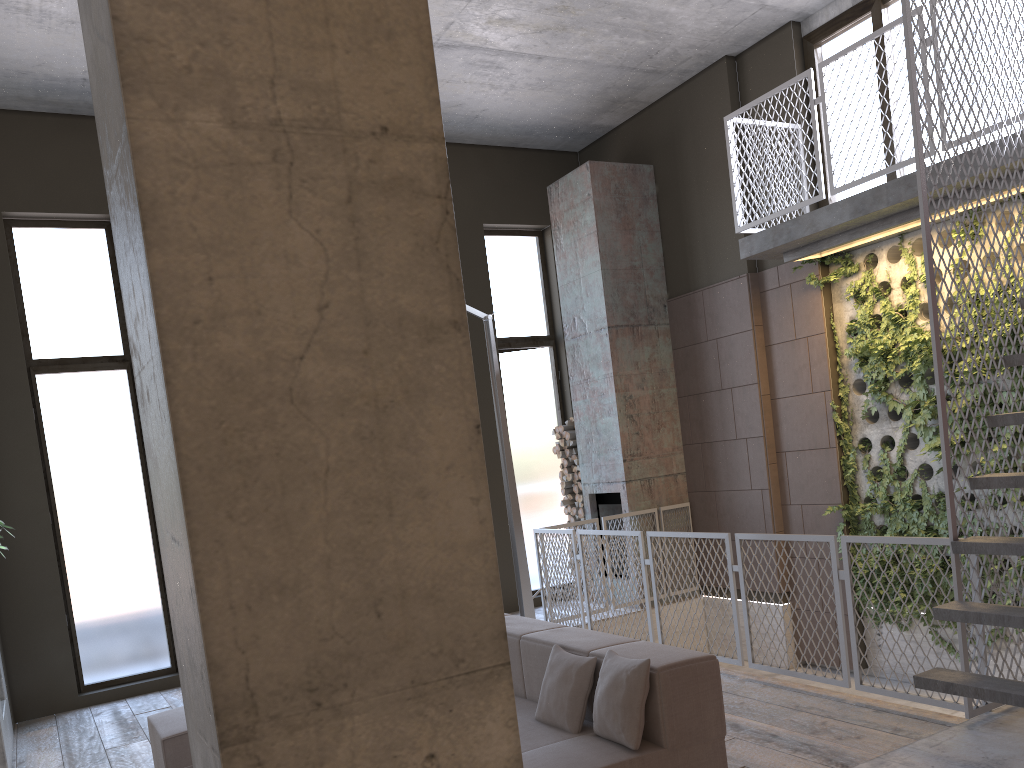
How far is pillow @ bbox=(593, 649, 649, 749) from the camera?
3.4 meters

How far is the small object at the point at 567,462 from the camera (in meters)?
9.82

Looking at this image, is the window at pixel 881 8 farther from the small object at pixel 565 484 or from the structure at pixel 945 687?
the small object at pixel 565 484

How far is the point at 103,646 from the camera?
7.7m

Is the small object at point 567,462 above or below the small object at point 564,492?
above

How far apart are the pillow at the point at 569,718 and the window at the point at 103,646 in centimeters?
519cm

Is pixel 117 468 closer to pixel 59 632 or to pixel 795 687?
pixel 59 632

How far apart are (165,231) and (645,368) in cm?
804

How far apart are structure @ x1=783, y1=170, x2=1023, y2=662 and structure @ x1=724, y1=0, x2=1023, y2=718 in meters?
0.1

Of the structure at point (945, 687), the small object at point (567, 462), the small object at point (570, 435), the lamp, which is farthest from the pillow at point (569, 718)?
the small object at point (567, 462)
